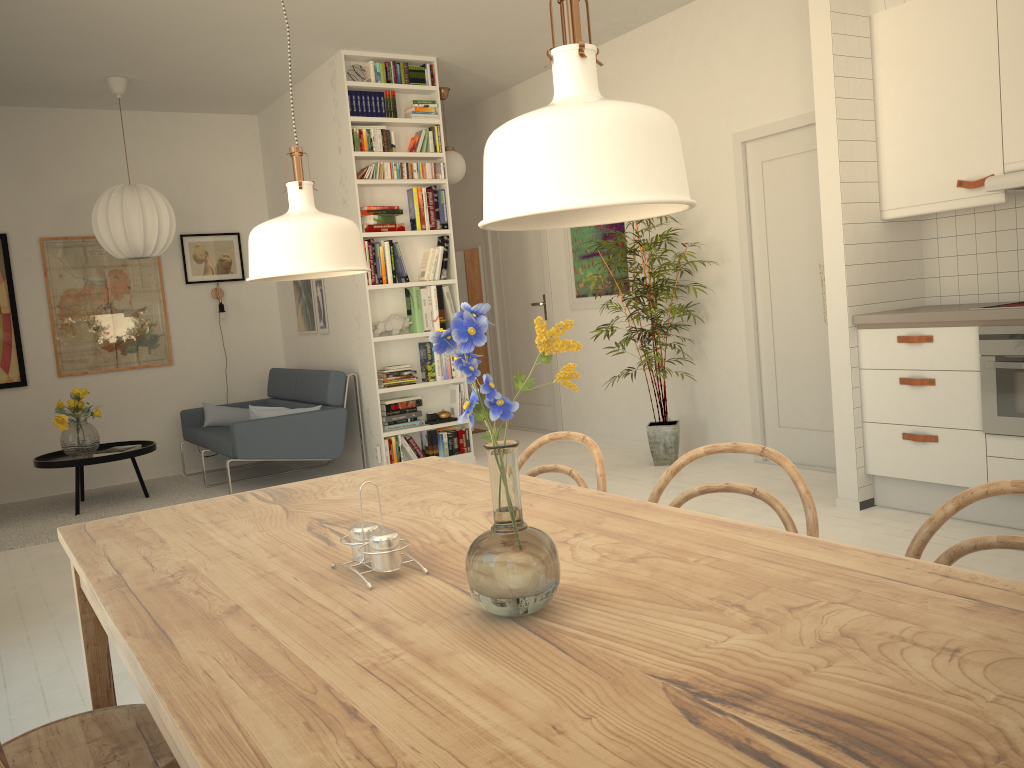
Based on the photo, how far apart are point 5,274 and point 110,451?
1.73m

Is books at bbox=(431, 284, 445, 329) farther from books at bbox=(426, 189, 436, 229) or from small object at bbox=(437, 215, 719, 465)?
small object at bbox=(437, 215, 719, 465)

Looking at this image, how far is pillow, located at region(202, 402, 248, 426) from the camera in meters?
7.0

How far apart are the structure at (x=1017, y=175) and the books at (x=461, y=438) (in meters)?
3.82

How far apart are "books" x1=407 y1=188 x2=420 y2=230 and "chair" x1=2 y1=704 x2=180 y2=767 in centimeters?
482cm

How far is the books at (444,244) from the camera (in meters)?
6.35

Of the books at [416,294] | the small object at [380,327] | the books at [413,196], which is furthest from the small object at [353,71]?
the small object at [380,327]

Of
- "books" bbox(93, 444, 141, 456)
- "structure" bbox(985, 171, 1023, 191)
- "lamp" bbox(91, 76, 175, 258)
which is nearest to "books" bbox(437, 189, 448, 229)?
"lamp" bbox(91, 76, 175, 258)

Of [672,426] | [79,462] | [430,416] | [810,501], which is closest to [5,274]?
[79,462]

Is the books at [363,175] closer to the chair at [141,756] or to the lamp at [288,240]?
the lamp at [288,240]
